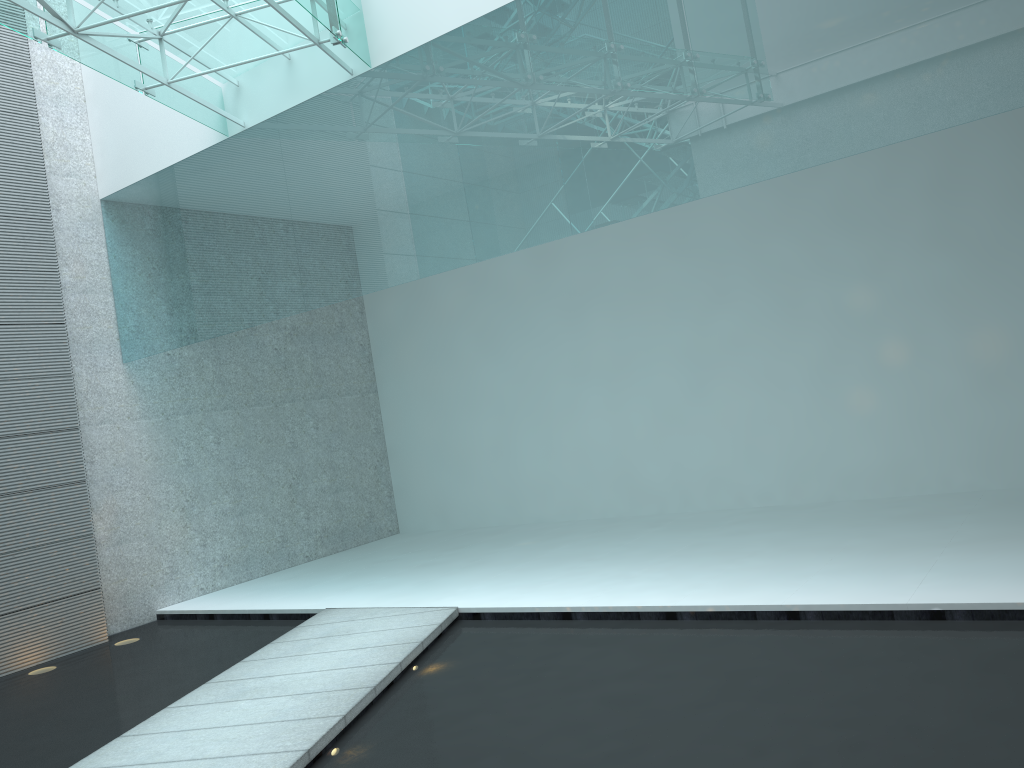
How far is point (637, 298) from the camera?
6.1 meters

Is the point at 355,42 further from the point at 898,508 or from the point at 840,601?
the point at 898,508
